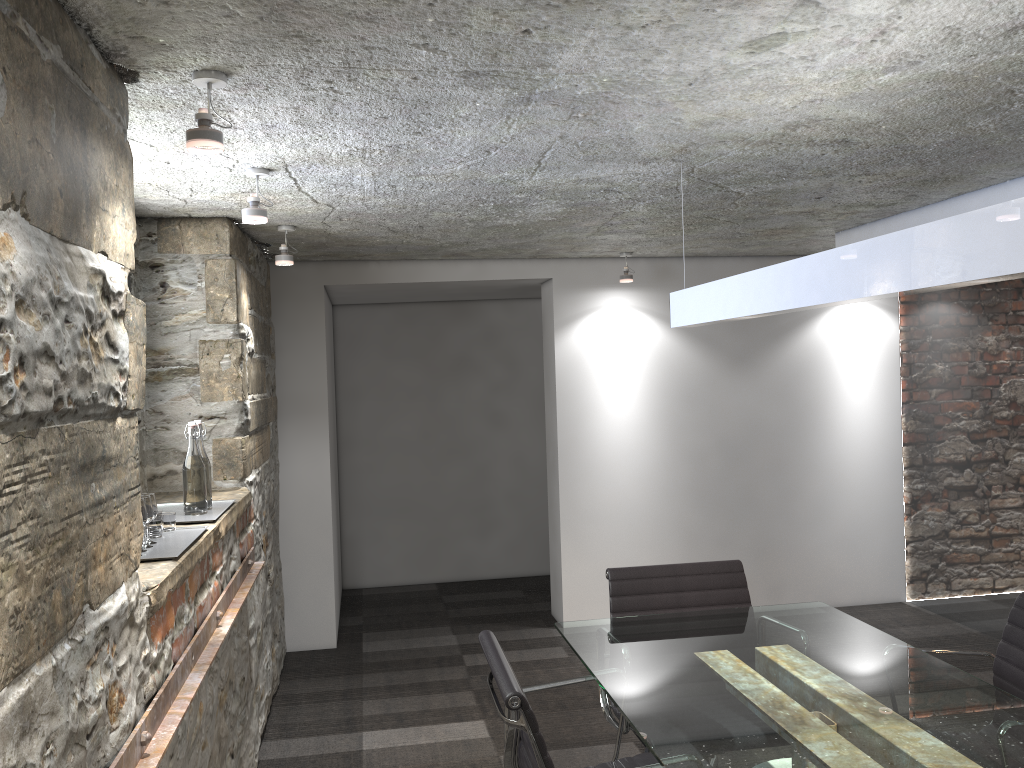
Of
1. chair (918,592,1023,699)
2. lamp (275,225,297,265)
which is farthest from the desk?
lamp (275,225,297,265)

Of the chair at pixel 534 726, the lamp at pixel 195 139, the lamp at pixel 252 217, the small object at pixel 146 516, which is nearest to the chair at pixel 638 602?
the chair at pixel 534 726

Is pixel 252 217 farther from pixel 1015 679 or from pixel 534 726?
pixel 1015 679

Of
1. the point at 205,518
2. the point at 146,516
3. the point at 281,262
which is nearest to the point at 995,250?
the point at 146,516

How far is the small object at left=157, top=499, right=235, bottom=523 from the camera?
2.78m

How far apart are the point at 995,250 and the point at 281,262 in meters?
2.9

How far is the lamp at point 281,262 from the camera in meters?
3.7

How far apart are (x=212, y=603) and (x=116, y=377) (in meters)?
Answer: 1.13

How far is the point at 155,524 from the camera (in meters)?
2.41

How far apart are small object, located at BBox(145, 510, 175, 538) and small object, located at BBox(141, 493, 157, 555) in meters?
0.1
